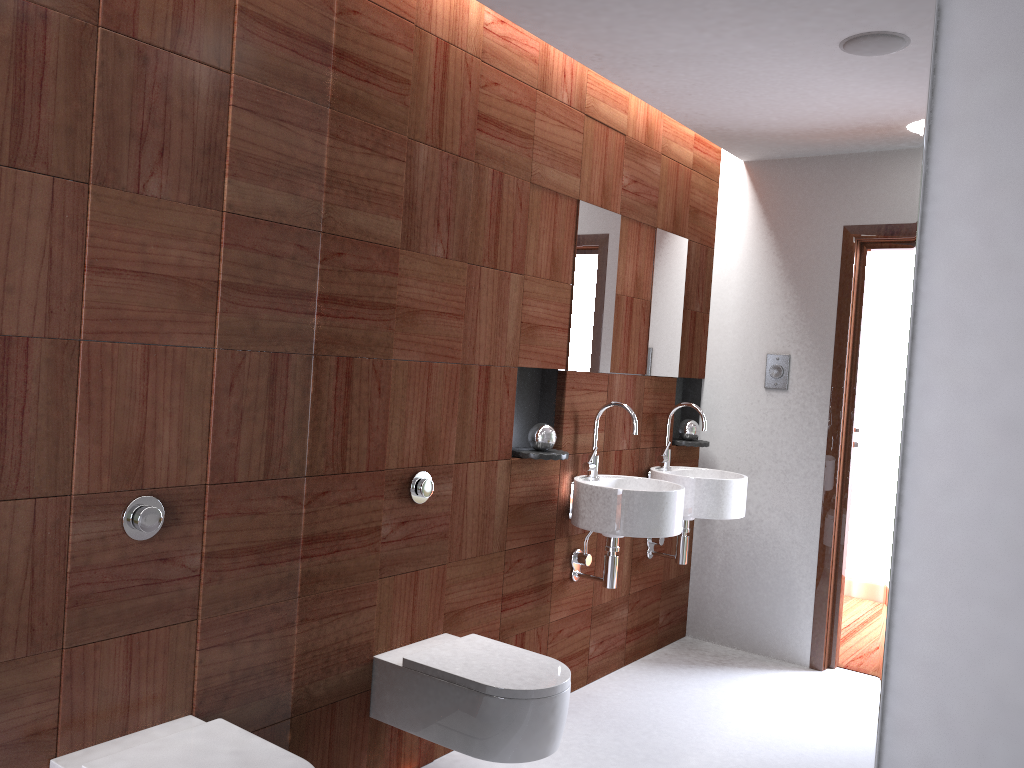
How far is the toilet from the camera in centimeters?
179cm

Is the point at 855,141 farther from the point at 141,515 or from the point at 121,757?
the point at 121,757

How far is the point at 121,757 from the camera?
1.8 meters

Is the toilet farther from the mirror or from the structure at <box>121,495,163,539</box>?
the structure at <box>121,495,163,539</box>

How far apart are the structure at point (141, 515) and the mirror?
0.4m

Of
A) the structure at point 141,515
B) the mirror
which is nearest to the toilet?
the mirror

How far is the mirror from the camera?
1.5m

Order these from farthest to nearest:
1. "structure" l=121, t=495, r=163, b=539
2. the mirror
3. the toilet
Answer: "structure" l=121, t=495, r=163, b=539 < the toilet < the mirror

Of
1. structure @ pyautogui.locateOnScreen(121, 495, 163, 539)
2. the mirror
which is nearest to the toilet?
the mirror

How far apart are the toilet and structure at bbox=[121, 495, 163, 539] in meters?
0.4 m
